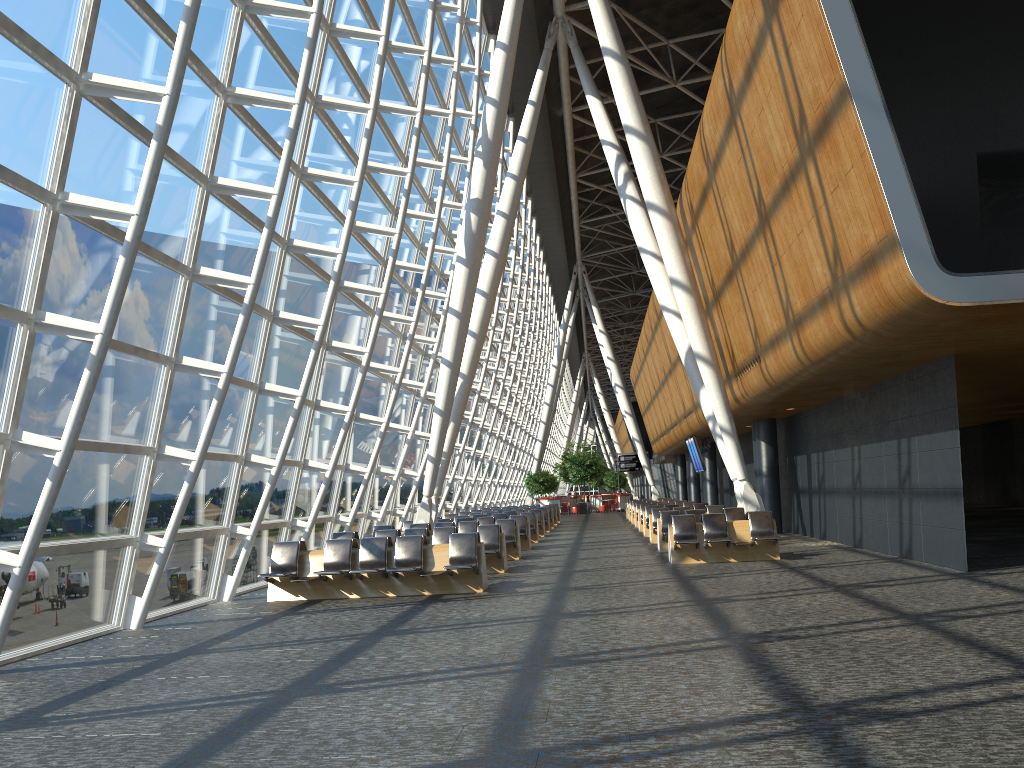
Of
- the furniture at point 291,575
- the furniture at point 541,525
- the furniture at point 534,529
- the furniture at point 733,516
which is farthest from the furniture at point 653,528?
the furniture at point 291,575

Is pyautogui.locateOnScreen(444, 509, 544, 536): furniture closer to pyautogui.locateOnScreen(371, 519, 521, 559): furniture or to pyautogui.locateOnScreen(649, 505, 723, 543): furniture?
pyautogui.locateOnScreen(649, 505, 723, 543): furniture

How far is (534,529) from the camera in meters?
24.5 m

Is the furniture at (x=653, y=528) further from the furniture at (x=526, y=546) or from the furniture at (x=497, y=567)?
the furniture at (x=497, y=567)

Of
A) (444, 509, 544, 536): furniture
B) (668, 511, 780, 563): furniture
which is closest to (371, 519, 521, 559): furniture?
(668, 511, 780, 563): furniture

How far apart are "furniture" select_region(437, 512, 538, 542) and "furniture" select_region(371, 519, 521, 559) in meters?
5.3

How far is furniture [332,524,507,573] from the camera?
15.63m

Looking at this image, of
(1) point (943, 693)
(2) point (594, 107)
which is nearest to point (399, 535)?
(1) point (943, 693)

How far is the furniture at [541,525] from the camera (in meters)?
27.42

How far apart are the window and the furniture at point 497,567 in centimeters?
93cm
